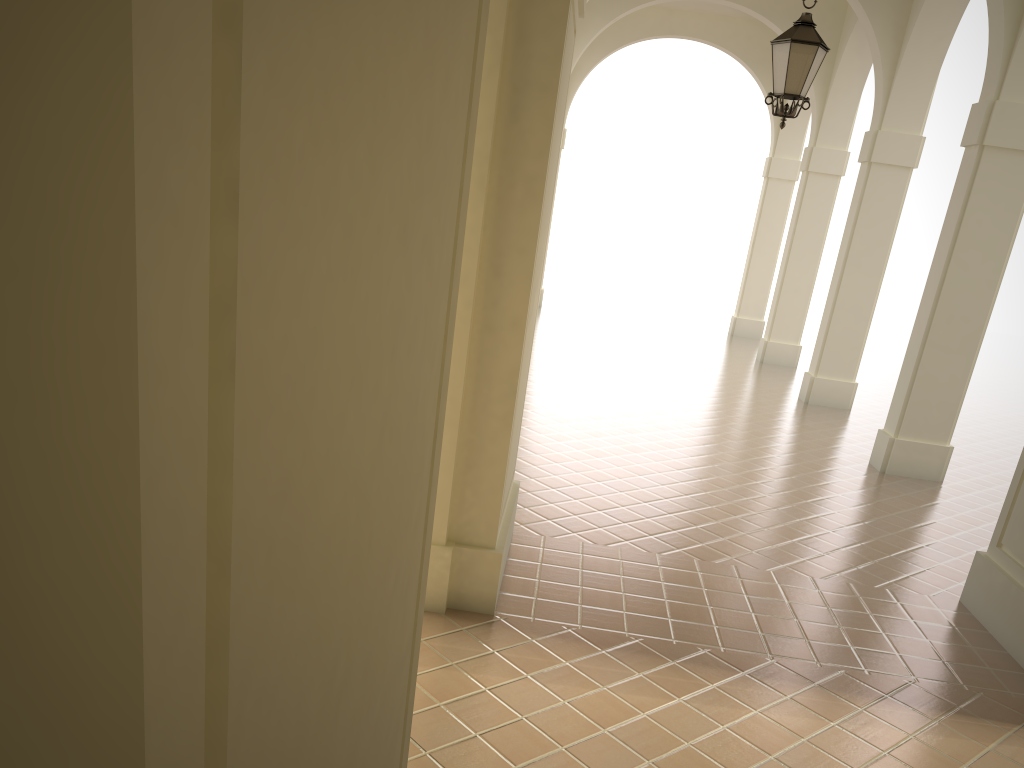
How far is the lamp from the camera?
7.6 meters

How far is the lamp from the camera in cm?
763

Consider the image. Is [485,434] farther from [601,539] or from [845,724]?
[845,724]

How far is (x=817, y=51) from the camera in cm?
763
